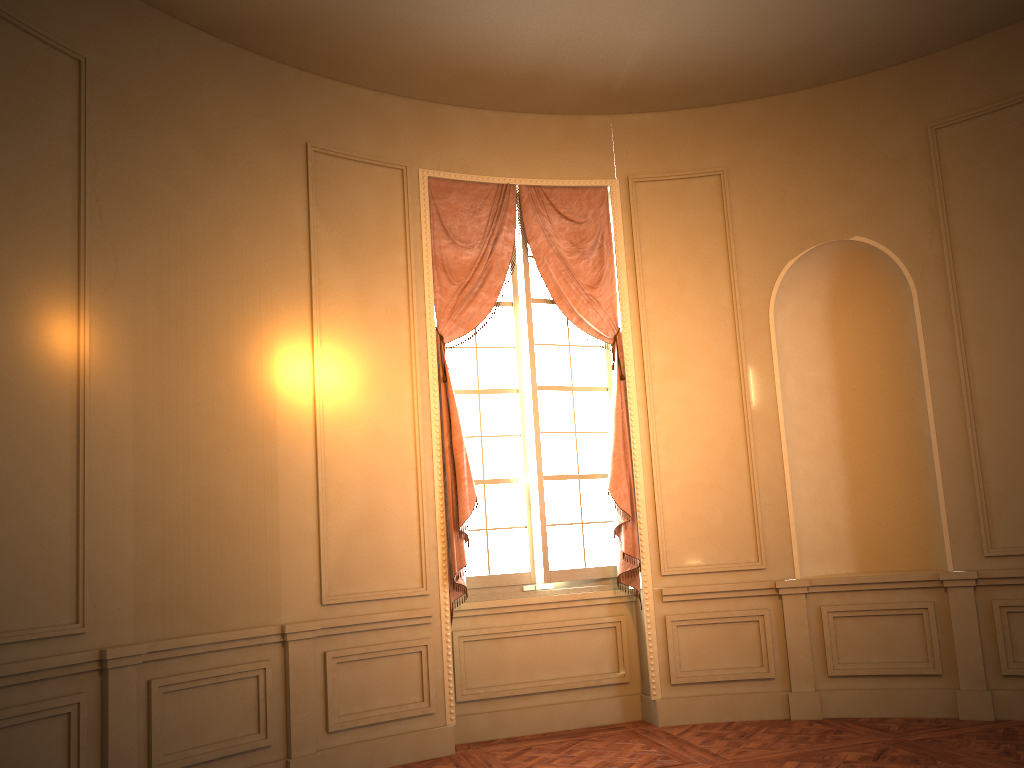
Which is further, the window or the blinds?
the window

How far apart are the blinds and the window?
0.1m

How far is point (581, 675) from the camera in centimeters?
600cm

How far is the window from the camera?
6.0 meters

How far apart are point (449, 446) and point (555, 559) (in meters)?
1.07

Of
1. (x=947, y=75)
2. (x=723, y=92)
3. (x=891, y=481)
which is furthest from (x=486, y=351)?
(x=947, y=75)

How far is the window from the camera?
6.0m

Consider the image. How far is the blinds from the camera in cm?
566

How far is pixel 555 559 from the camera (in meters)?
5.97
